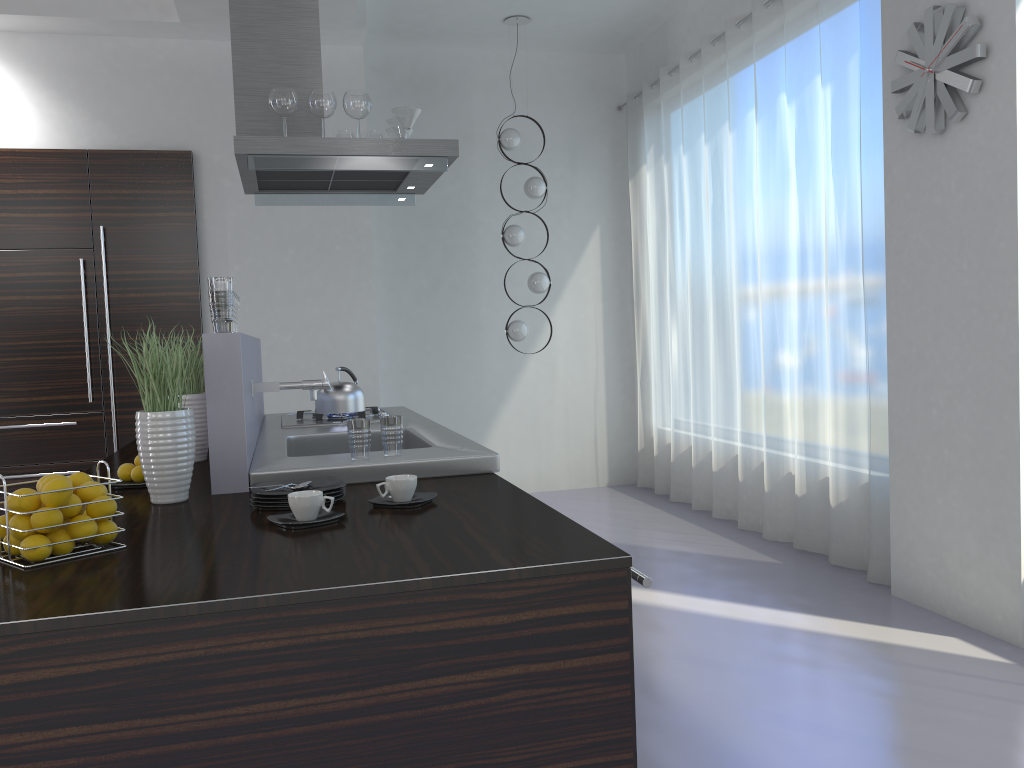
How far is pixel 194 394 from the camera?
3.14m

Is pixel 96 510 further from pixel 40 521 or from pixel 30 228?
pixel 30 228

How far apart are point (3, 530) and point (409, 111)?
2.6 meters

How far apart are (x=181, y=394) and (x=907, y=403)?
3.1m

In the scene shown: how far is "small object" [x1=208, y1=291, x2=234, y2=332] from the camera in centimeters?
249cm

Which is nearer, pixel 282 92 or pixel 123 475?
pixel 123 475

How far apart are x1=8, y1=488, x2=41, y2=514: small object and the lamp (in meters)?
4.69

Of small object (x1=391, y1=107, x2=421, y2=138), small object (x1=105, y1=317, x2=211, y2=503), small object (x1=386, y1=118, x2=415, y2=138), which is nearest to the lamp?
small object (x1=386, y1=118, x2=415, y2=138)

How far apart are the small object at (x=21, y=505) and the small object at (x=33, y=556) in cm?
6

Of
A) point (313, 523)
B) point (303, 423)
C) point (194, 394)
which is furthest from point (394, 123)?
Result: point (313, 523)
